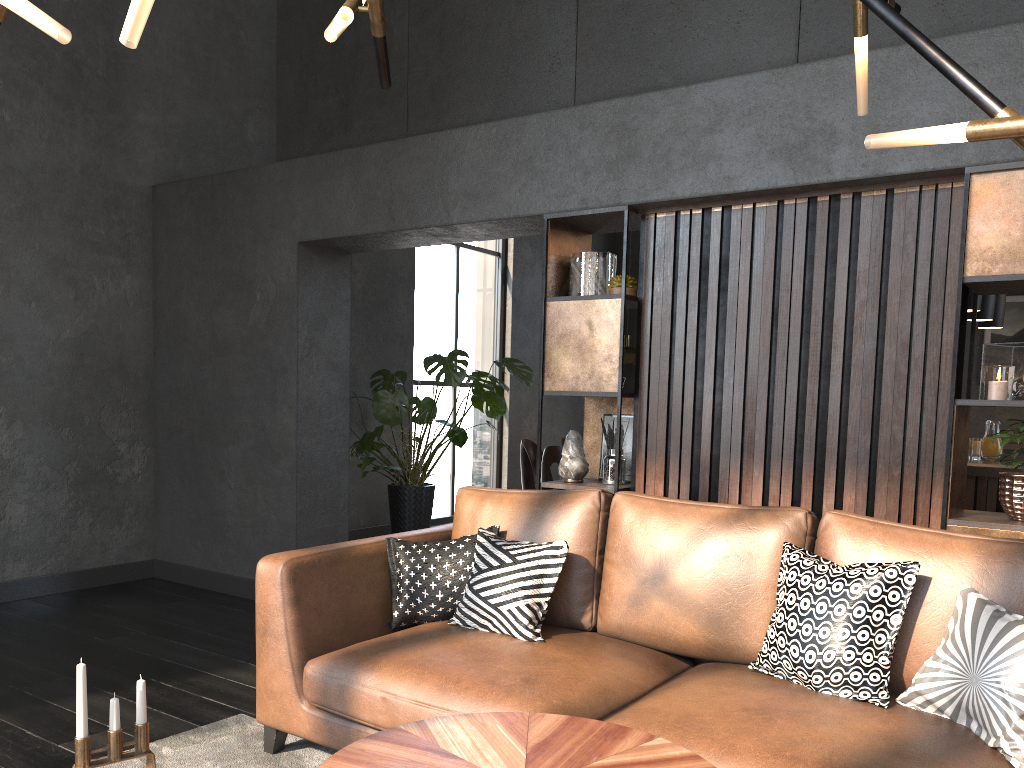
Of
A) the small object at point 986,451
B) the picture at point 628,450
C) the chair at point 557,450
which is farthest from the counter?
the chair at point 557,450

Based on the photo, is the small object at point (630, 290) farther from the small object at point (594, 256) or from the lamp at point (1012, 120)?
the lamp at point (1012, 120)

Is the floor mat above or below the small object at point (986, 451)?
below

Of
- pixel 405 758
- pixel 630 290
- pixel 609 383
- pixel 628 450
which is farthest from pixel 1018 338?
pixel 405 758

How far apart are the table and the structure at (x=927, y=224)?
1.8 meters

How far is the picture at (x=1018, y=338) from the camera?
8.3 meters

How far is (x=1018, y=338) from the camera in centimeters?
829cm

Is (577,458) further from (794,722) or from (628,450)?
(794,722)

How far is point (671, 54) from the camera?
3.9m

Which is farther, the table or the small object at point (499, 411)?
the small object at point (499, 411)
